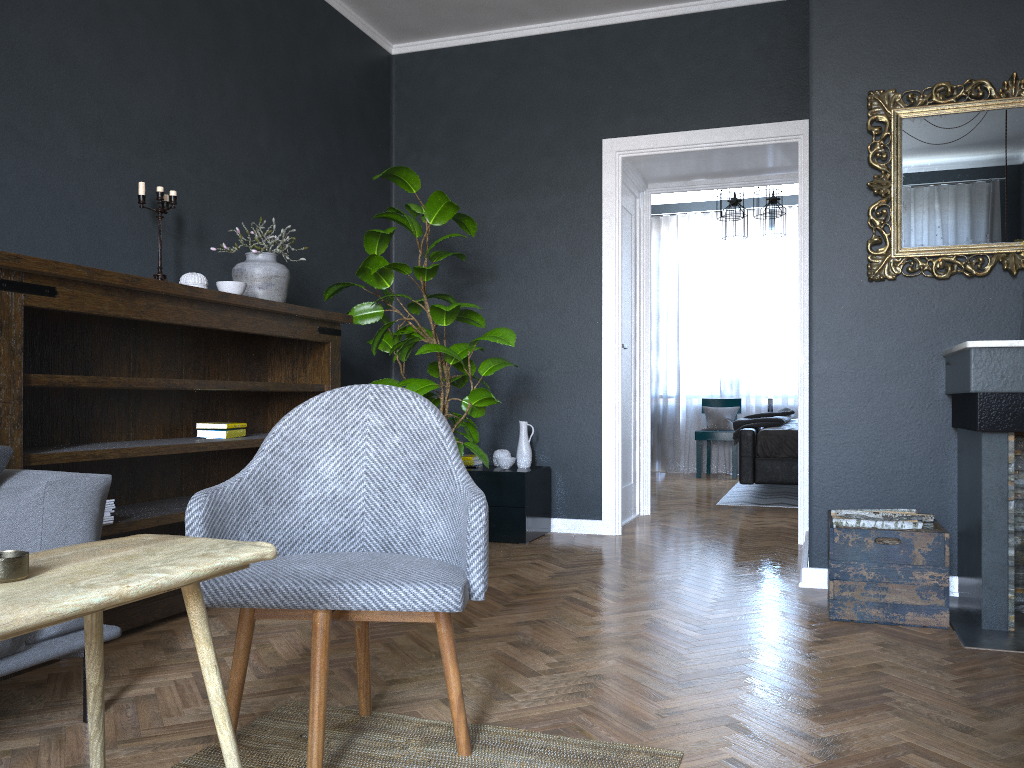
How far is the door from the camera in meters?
5.6 m

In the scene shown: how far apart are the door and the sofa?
3.59m

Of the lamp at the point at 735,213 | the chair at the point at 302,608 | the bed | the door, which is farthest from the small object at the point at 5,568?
the lamp at the point at 735,213

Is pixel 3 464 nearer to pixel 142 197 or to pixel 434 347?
pixel 142 197

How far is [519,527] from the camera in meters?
4.7 m

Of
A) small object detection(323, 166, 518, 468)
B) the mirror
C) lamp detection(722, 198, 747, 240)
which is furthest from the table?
lamp detection(722, 198, 747, 240)

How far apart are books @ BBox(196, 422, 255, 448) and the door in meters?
2.5

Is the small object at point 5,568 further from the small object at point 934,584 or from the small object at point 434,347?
the small object at point 434,347

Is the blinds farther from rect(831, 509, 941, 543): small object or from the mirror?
rect(831, 509, 941, 543): small object

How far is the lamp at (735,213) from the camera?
7.7 meters
